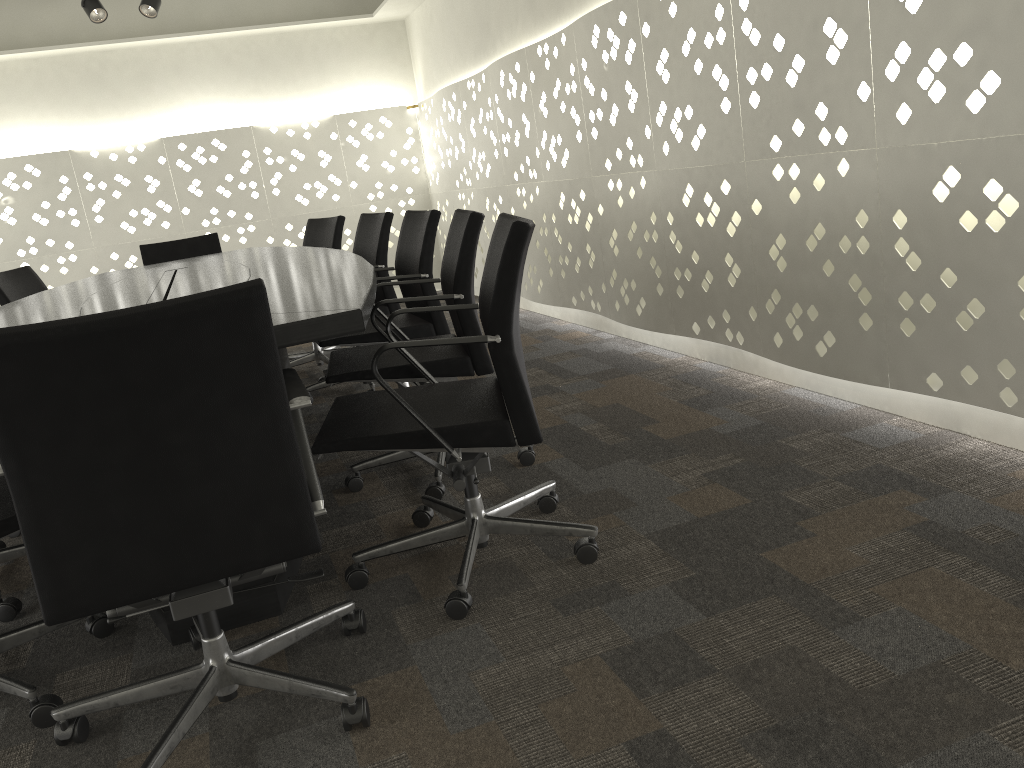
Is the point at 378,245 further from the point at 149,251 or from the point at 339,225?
the point at 149,251

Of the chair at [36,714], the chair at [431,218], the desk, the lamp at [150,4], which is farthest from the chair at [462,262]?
the lamp at [150,4]

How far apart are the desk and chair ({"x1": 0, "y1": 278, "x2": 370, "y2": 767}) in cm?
5

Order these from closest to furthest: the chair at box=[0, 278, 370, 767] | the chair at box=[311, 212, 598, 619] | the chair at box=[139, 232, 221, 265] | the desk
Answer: the chair at box=[0, 278, 370, 767] → the desk → the chair at box=[311, 212, 598, 619] → the chair at box=[139, 232, 221, 265]

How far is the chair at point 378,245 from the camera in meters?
3.7

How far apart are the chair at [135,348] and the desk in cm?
5

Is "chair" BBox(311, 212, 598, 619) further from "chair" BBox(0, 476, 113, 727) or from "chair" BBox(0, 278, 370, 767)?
"chair" BBox(0, 476, 113, 727)

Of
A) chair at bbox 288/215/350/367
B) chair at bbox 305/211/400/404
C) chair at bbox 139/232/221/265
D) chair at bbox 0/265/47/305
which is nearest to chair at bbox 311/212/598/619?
chair at bbox 305/211/400/404

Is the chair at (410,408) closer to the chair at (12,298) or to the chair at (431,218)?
the chair at (431,218)

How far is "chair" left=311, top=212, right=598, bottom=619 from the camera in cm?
173
